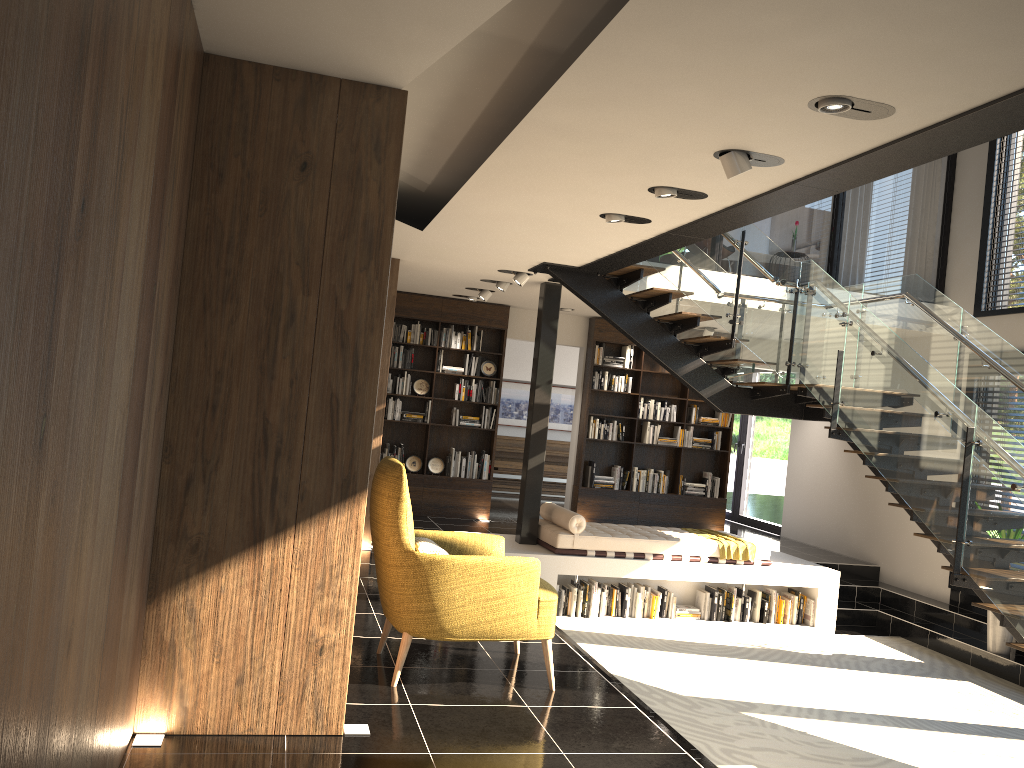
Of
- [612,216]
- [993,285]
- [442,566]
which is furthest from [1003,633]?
[442,566]

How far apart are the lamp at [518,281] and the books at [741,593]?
3.77m

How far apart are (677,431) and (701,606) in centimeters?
334cm

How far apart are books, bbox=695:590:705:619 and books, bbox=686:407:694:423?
3.40m

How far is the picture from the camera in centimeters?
1494cm

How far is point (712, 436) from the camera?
11.8 meters

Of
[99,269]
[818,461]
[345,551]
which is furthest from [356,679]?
[818,461]

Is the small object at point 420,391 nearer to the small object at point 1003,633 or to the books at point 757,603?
the books at point 757,603

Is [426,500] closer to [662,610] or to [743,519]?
[662,610]

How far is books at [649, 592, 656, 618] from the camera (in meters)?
8.54
